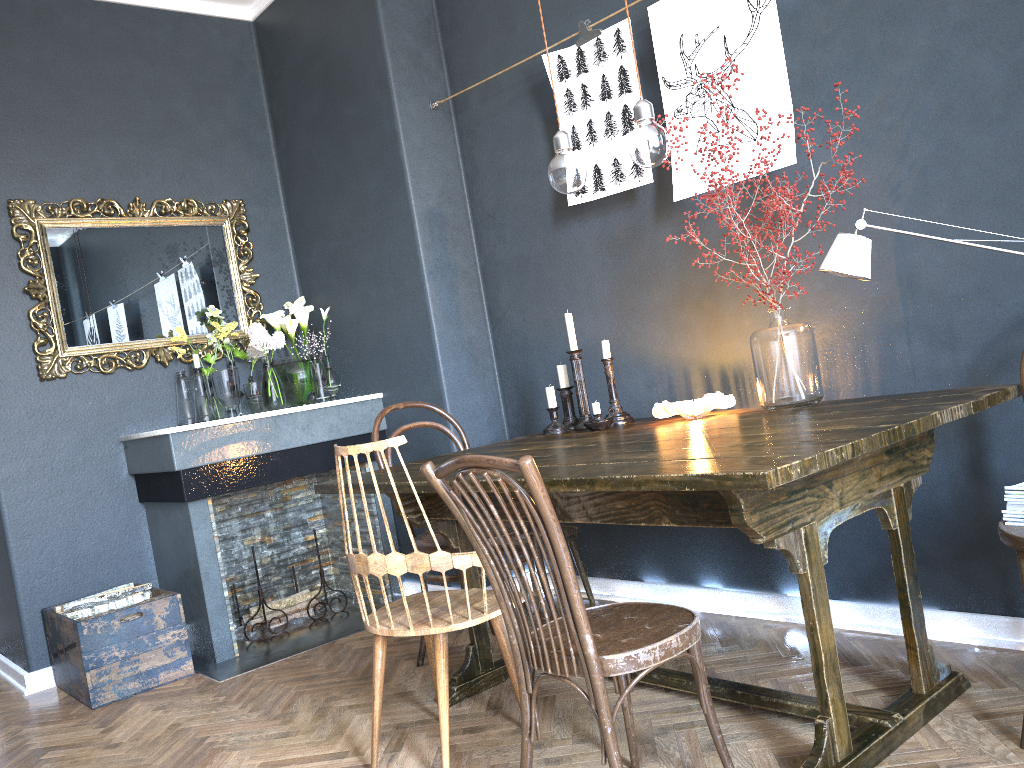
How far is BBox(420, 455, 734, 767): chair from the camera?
1.6m

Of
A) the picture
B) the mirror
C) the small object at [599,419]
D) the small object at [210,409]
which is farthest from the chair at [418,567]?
the mirror

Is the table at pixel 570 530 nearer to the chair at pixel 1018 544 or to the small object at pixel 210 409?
the small object at pixel 210 409

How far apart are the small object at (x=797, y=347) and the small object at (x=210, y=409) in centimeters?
223cm

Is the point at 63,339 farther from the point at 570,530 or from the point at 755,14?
the point at 755,14

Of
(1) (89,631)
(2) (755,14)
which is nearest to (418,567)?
(1) (89,631)

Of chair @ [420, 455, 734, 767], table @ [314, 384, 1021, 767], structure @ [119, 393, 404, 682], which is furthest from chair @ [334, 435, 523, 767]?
structure @ [119, 393, 404, 682]

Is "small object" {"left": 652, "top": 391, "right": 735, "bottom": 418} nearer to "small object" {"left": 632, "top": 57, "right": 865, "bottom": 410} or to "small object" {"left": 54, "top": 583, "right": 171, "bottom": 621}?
"small object" {"left": 632, "top": 57, "right": 865, "bottom": 410}

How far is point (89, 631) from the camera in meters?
3.2 m

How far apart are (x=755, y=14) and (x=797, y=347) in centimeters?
102cm
